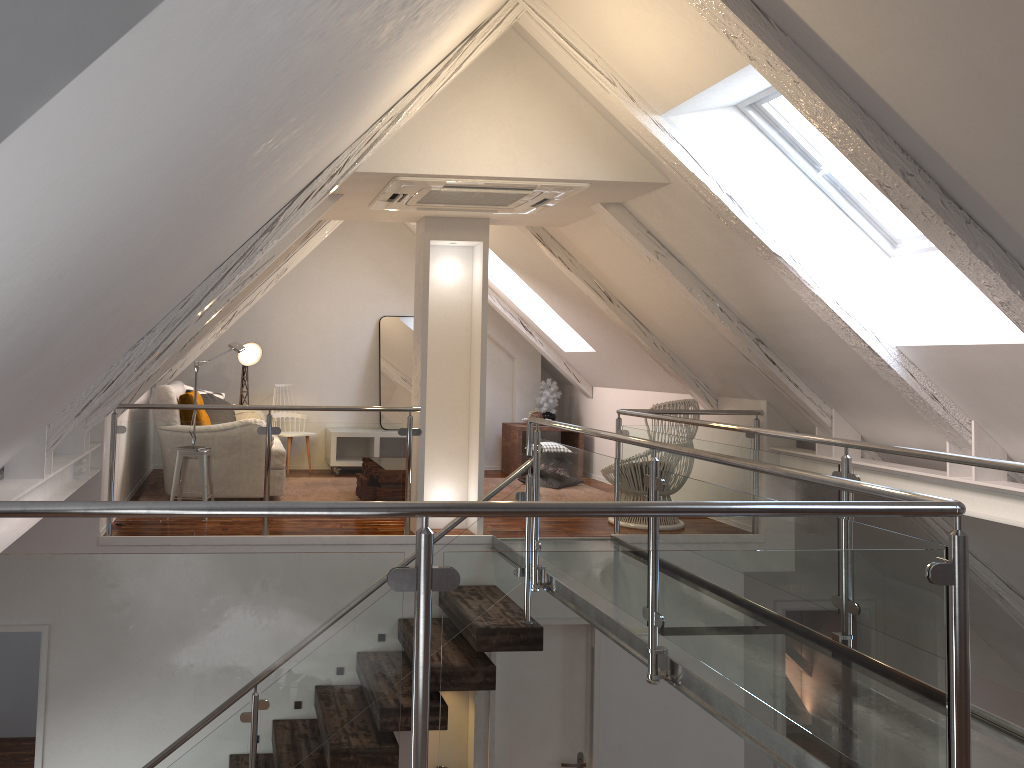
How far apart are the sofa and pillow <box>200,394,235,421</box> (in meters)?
0.21

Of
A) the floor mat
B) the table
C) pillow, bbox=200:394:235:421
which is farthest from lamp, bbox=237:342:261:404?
the table

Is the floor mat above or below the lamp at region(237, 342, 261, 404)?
below

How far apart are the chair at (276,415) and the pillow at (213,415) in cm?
82

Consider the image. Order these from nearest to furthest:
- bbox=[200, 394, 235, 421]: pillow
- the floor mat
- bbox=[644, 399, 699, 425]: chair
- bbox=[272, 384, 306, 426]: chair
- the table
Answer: bbox=[644, 399, 699, 425]: chair → bbox=[200, 394, 235, 421]: pillow → the floor mat → bbox=[272, 384, 306, 426]: chair → the table

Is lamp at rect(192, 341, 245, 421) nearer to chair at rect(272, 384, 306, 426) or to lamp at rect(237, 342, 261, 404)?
lamp at rect(237, 342, 261, 404)

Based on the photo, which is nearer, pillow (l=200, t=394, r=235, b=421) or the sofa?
the sofa

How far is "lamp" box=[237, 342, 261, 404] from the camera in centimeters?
719cm

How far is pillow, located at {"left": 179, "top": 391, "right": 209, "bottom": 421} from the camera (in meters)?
5.69

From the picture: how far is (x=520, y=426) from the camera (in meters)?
7.71
